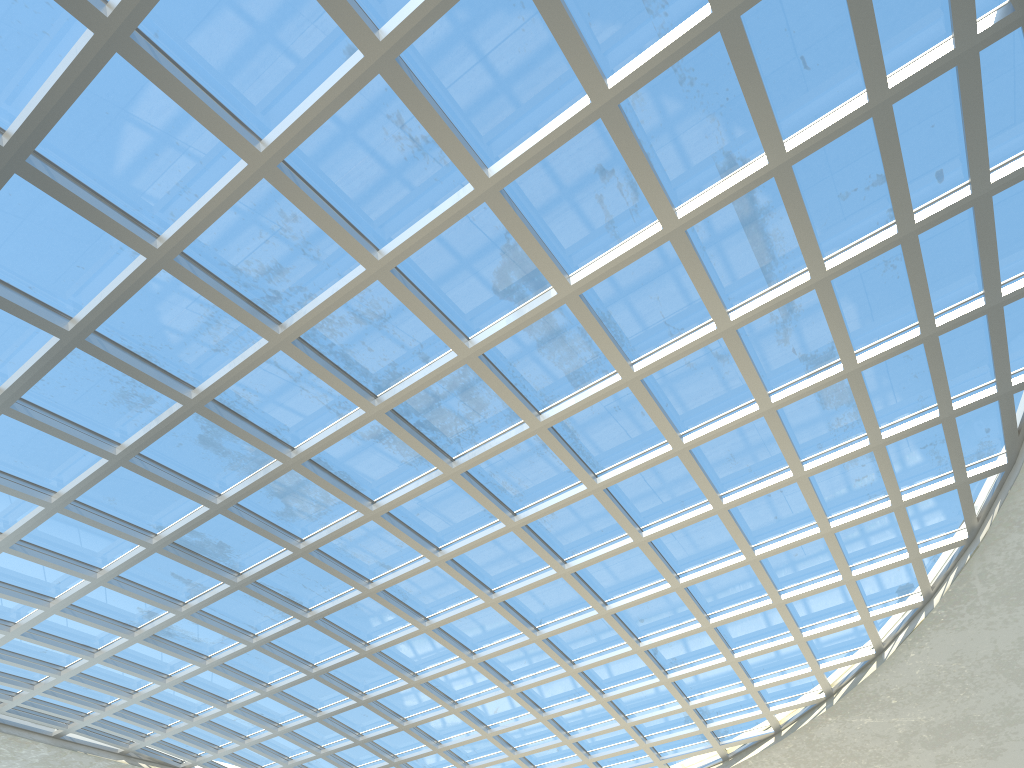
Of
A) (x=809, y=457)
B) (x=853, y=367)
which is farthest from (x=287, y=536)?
(x=853, y=367)

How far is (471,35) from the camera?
29.43m

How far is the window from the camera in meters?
29.4 m

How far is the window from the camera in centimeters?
2943cm
